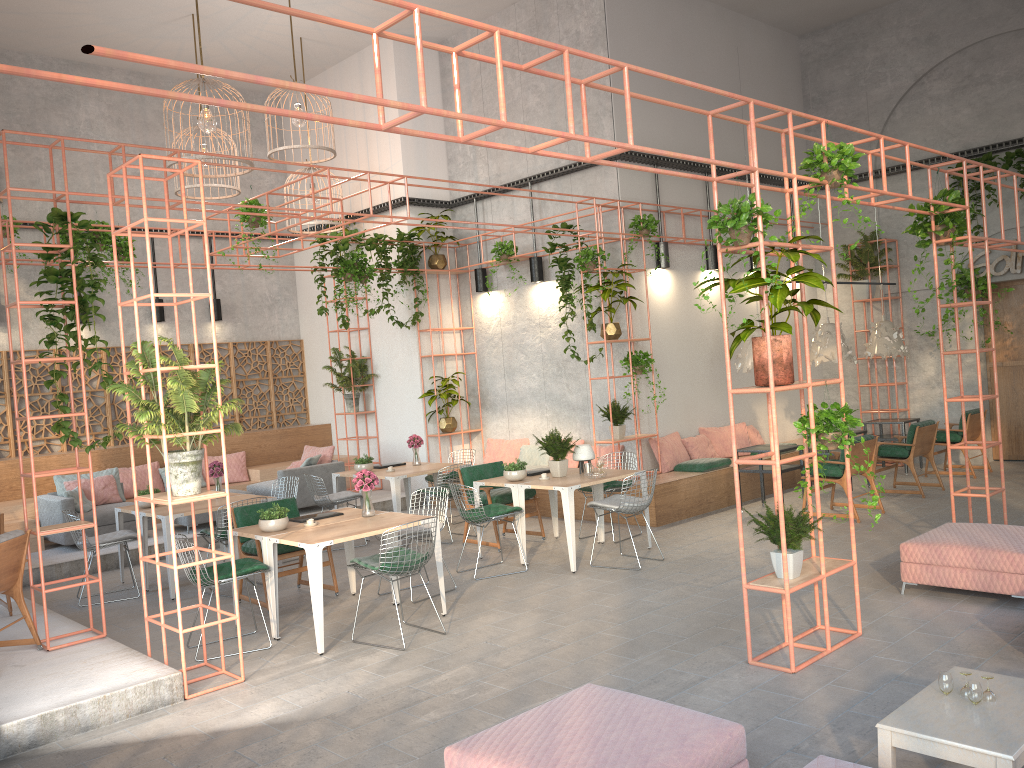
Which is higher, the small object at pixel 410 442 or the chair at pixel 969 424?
the small object at pixel 410 442

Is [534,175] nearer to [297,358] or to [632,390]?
[632,390]

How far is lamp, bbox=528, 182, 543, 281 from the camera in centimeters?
1264cm

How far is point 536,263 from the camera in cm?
1264

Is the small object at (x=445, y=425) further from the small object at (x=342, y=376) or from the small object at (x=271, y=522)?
the small object at (x=271, y=522)

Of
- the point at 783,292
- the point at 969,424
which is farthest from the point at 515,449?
the point at 783,292

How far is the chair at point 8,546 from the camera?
6.31m

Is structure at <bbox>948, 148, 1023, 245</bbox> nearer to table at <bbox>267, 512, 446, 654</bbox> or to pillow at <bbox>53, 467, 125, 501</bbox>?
table at <bbox>267, 512, 446, 654</bbox>

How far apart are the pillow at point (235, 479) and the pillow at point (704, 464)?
6.8m

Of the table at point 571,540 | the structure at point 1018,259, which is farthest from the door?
the table at point 571,540
